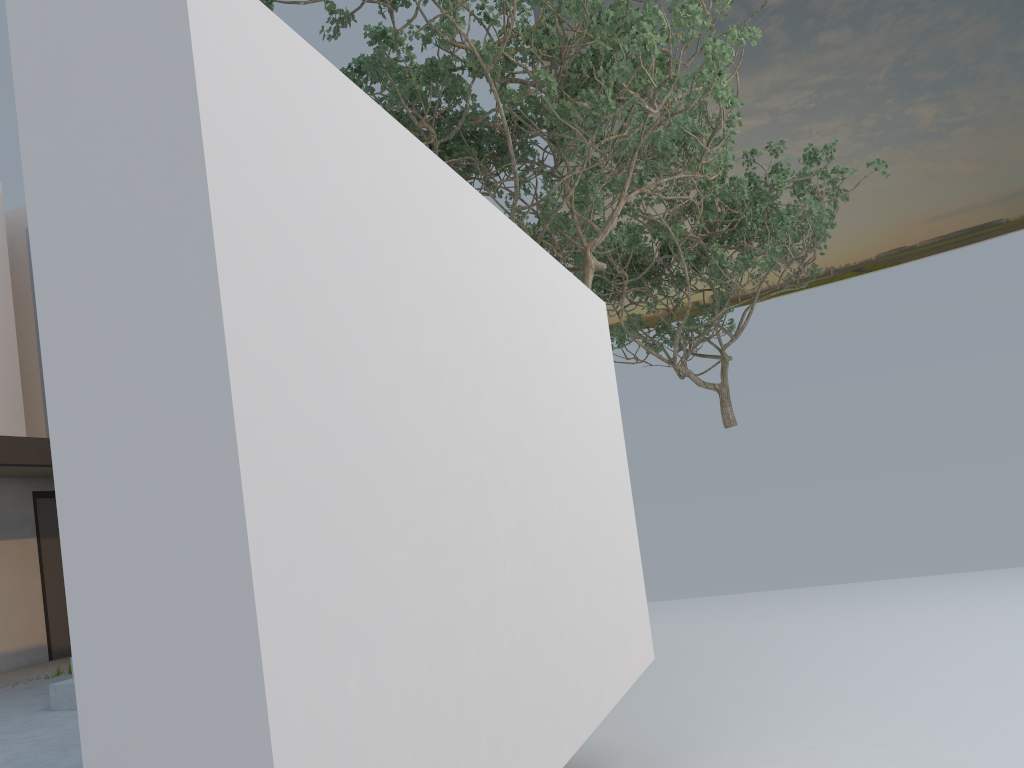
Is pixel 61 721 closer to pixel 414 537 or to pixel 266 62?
pixel 414 537

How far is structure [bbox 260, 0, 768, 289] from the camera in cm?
675

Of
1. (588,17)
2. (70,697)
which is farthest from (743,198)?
(70,697)

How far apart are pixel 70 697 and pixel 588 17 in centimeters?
610cm

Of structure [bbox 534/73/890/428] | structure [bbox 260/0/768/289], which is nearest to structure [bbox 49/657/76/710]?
structure [bbox 260/0/768/289]

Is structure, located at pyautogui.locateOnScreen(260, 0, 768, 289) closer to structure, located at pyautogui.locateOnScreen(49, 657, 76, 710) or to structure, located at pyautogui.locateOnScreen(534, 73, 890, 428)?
structure, located at pyautogui.locateOnScreen(534, 73, 890, 428)

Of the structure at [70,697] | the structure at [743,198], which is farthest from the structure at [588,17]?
A: the structure at [70,697]

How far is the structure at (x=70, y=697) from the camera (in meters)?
5.93

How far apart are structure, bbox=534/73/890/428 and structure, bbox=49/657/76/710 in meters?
8.3

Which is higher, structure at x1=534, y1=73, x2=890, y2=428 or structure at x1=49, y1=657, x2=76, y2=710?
structure at x1=534, y1=73, x2=890, y2=428
